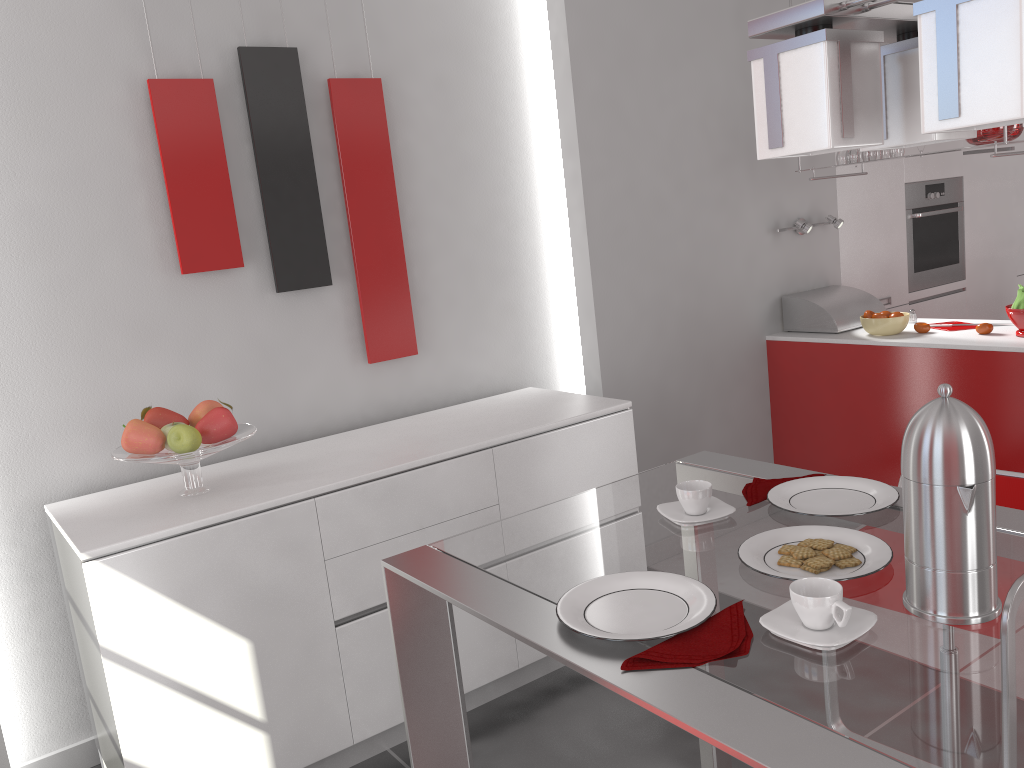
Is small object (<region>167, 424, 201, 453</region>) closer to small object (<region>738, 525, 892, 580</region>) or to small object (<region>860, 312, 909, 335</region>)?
small object (<region>738, 525, 892, 580</region>)

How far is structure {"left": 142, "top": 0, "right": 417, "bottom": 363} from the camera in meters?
2.8 m

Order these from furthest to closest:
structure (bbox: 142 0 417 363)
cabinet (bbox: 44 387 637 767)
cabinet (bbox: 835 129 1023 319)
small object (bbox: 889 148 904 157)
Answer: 1. cabinet (bbox: 835 129 1023 319)
2. small object (bbox: 889 148 904 157)
3. structure (bbox: 142 0 417 363)
4. cabinet (bbox: 44 387 637 767)

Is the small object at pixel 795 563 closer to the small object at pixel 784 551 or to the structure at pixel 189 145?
the small object at pixel 784 551

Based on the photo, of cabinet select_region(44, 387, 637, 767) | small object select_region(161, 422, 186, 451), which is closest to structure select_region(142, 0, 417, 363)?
cabinet select_region(44, 387, 637, 767)

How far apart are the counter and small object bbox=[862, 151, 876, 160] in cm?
77

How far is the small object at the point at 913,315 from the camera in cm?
409

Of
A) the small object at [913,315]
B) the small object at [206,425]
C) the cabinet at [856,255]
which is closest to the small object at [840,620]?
the small object at [206,425]

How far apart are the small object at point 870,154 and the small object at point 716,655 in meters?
3.1 m

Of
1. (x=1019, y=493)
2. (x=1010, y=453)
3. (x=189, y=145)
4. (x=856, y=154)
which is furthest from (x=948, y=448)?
(x=856, y=154)
